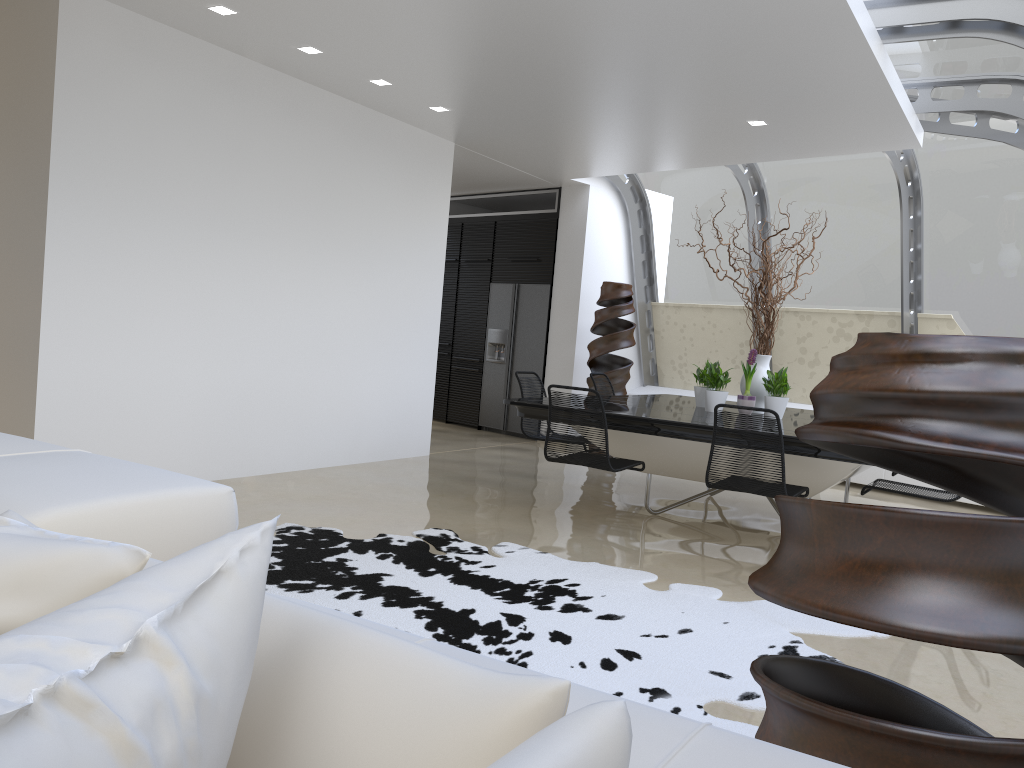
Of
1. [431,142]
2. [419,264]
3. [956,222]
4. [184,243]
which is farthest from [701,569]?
[956,222]

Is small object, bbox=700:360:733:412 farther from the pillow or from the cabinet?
the pillow

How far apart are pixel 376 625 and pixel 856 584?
0.78m

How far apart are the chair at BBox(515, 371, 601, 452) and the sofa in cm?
474

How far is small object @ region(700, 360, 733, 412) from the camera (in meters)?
6.24

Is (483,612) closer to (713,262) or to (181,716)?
(181,716)

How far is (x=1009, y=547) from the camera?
1.33m

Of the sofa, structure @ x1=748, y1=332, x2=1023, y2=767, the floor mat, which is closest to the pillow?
the sofa

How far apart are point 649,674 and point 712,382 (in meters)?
3.38

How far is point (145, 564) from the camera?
0.93m
